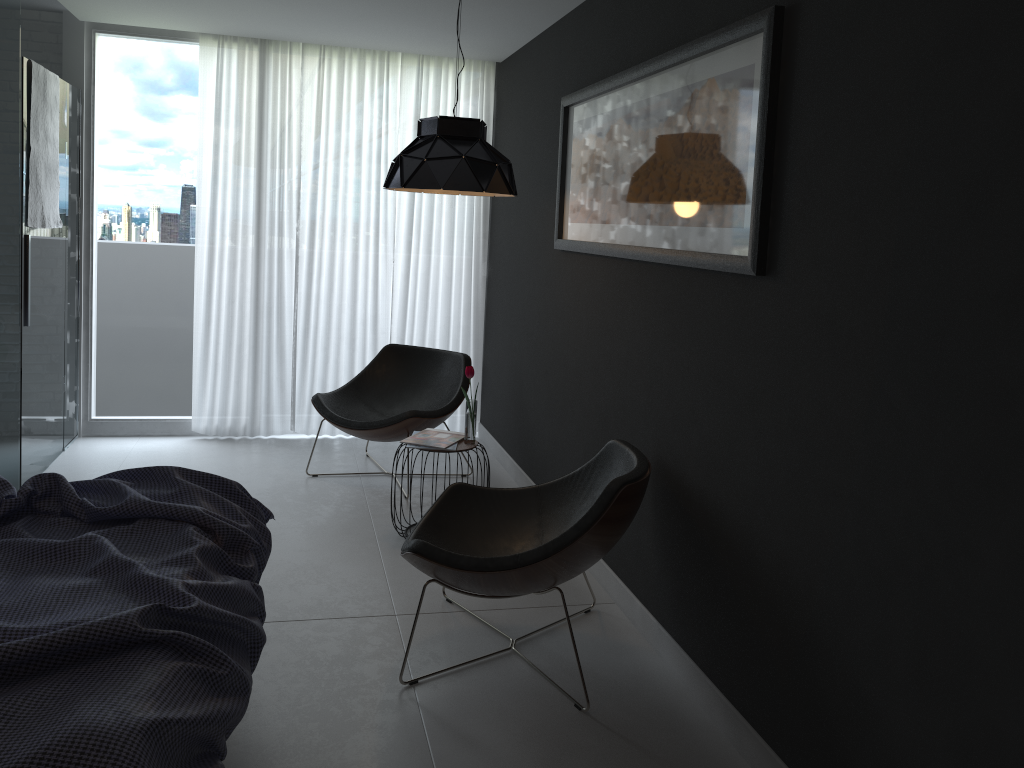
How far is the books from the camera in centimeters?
396cm

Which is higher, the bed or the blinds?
the blinds

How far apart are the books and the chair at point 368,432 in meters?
0.4 m

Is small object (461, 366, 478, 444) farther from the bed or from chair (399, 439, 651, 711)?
the bed

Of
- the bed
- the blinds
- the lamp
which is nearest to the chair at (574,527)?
the bed

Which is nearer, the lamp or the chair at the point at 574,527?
the chair at the point at 574,527

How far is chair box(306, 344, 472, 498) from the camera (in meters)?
4.62

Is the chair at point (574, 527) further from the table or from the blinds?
the blinds

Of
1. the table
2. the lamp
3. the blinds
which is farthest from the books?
the blinds

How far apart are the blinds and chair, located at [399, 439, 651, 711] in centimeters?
254cm
